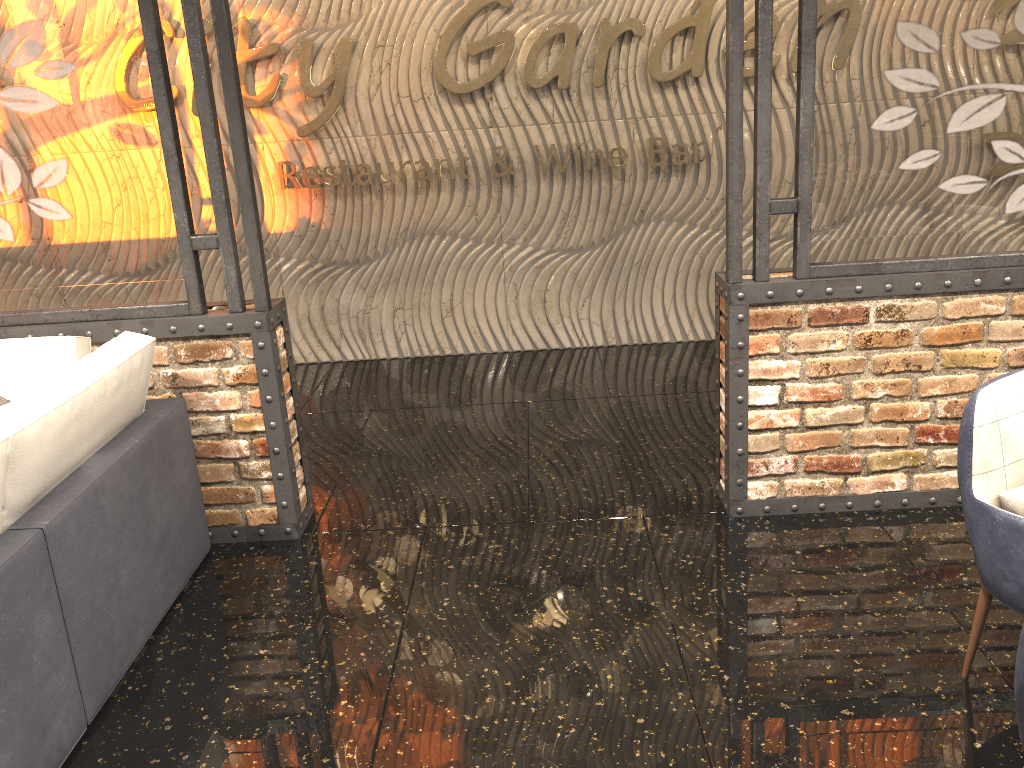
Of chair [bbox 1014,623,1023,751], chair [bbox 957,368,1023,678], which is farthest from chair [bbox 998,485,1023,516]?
chair [bbox 1014,623,1023,751]

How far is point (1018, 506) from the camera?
2.3 meters

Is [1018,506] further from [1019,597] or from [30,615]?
[30,615]

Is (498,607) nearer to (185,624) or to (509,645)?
(509,645)

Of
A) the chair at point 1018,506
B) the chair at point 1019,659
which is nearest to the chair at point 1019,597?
the chair at point 1018,506

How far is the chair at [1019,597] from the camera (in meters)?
2.28

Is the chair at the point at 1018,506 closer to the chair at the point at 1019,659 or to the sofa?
the chair at the point at 1019,659

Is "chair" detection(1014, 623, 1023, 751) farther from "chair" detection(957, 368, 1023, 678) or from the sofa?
the sofa

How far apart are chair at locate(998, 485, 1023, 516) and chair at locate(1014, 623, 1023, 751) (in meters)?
0.88

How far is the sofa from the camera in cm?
230
